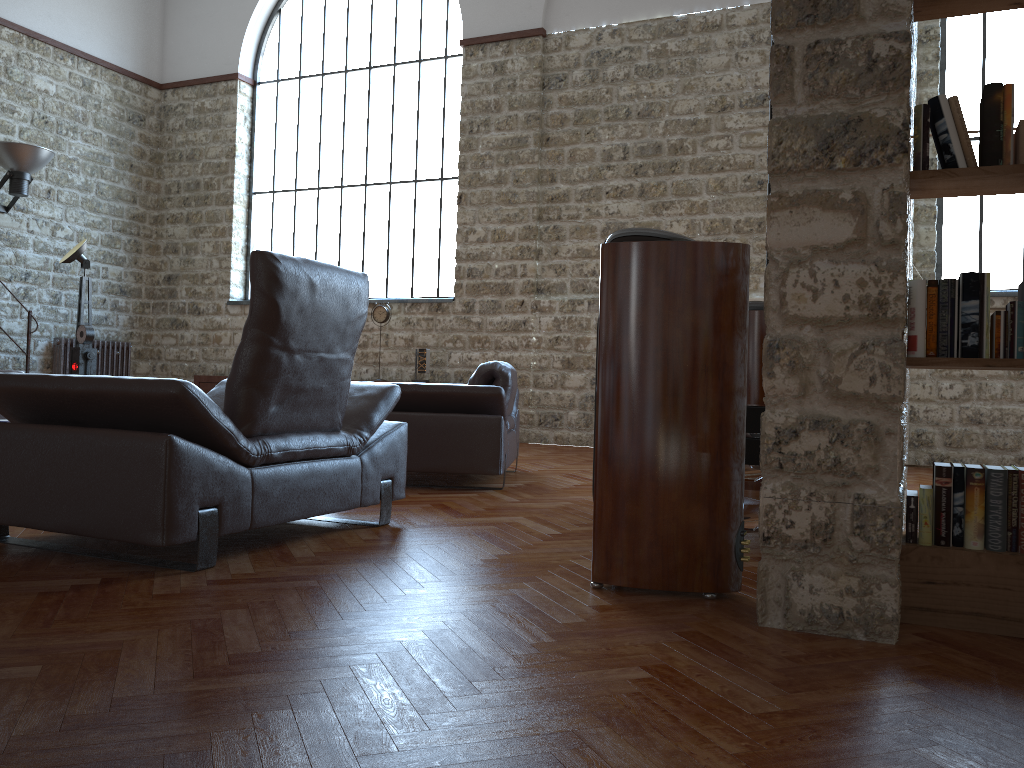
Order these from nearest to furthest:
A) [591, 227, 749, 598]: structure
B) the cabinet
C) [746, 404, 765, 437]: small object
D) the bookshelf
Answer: the bookshelf
[591, 227, 749, 598]: structure
[746, 404, 765, 437]: small object
the cabinet

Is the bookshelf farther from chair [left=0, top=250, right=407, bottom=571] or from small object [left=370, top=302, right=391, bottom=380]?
small object [left=370, top=302, right=391, bottom=380]

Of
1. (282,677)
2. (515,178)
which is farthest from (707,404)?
(515,178)

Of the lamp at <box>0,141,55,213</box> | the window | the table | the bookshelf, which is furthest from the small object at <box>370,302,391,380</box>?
the bookshelf

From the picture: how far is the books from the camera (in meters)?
2.37

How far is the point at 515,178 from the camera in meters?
9.4

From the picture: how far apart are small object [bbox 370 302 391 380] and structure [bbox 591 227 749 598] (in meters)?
7.13

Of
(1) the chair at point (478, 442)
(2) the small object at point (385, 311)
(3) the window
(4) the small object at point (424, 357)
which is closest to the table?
Result: (1) the chair at point (478, 442)

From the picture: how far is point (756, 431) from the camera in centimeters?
363cm

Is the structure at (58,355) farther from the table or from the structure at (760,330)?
the table
